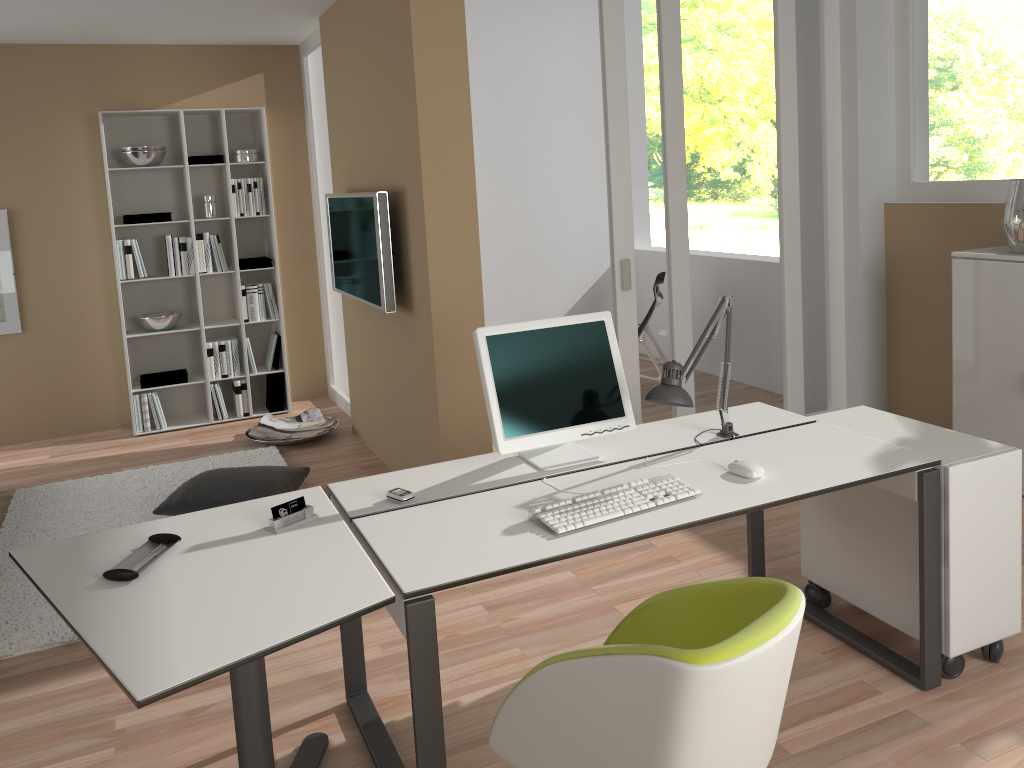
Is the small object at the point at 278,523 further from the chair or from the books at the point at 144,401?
the books at the point at 144,401

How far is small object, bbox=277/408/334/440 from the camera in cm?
593

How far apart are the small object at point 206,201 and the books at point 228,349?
0.8m

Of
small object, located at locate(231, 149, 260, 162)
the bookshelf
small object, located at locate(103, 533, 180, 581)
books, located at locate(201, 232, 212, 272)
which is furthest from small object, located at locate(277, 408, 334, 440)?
small object, located at locate(103, 533, 180, 581)

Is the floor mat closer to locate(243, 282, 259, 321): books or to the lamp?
A: locate(243, 282, 259, 321): books

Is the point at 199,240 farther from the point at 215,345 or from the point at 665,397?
the point at 665,397

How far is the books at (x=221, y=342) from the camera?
Result: 6.1m

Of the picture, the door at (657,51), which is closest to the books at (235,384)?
the picture

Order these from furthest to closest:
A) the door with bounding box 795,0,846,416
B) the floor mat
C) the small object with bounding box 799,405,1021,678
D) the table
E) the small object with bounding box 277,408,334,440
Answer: the small object with bounding box 277,408,334,440 < the door with bounding box 795,0,846,416 < the floor mat < the small object with bounding box 799,405,1021,678 < the table

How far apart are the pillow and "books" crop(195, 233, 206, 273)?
2.0 meters
